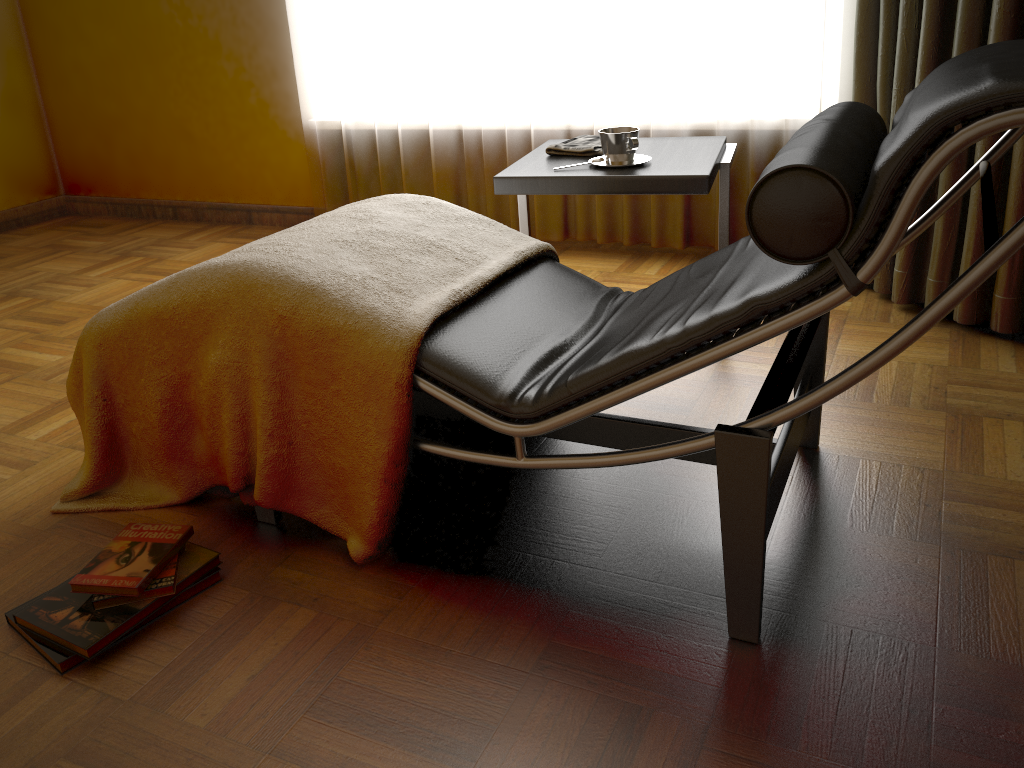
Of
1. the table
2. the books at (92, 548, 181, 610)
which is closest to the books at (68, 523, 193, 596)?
the books at (92, 548, 181, 610)

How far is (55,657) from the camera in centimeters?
137cm

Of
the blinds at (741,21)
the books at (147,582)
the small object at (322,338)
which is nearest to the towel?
the small object at (322,338)

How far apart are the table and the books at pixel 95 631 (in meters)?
1.02

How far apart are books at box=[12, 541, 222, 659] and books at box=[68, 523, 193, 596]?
0.0 meters

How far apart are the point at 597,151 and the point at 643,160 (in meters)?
0.15

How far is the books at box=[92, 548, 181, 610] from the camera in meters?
1.5

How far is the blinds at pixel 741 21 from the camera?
2.7m

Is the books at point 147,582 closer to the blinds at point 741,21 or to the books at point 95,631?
the books at point 95,631

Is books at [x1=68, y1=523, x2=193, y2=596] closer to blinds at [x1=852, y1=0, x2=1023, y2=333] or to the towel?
the towel
